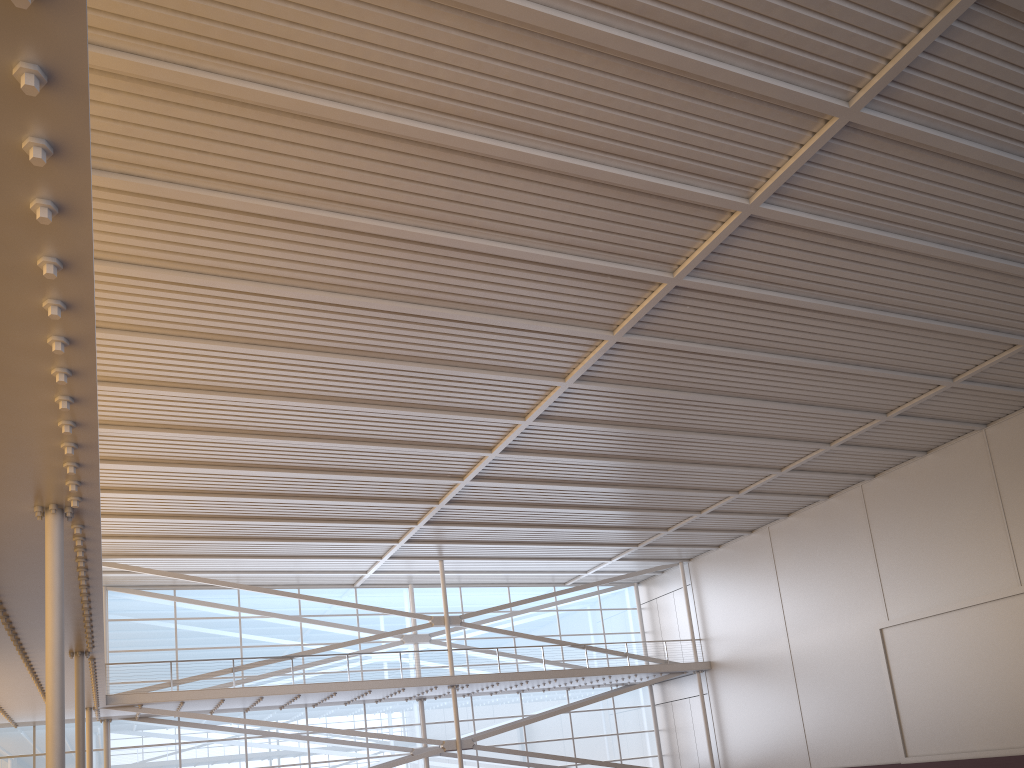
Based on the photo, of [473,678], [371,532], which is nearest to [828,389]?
[371,532]
